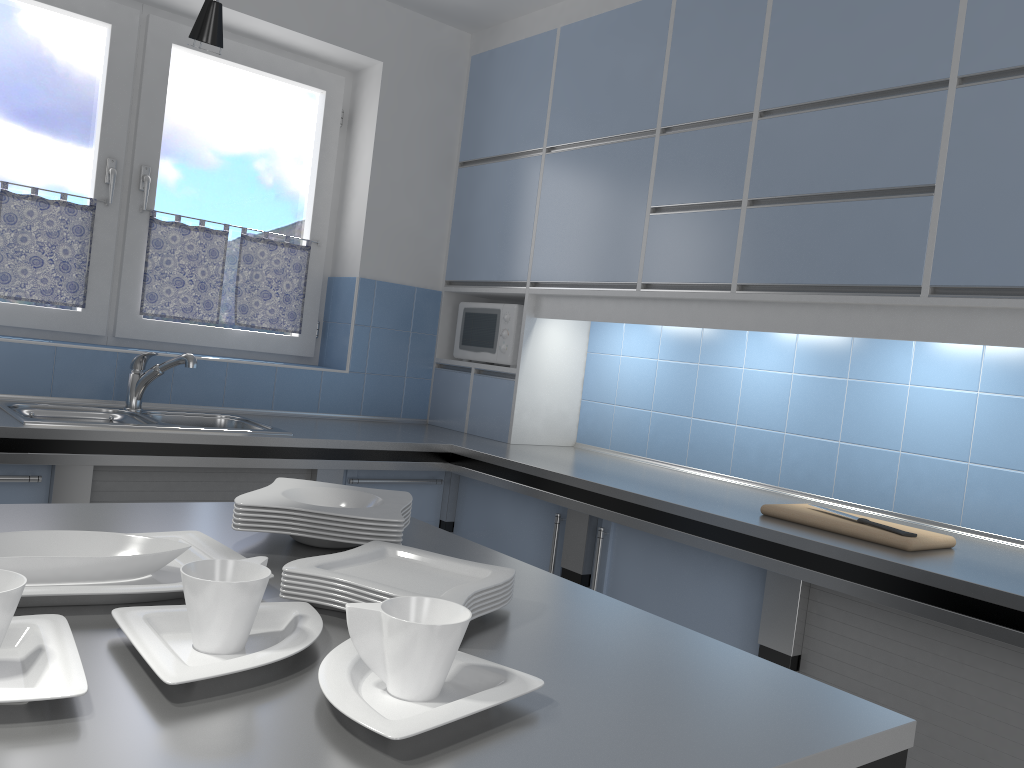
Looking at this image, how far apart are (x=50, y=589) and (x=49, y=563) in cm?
7

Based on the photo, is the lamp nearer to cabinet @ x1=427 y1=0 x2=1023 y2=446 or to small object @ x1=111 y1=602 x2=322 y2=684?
small object @ x1=111 y1=602 x2=322 y2=684

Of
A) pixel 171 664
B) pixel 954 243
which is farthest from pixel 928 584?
pixel 171 664

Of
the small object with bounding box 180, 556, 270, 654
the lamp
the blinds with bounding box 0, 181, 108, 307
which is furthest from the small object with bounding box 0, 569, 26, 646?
the blinds with bounding box 0, 181, 108, 307

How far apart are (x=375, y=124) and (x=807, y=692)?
3.19m

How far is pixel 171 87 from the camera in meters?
3.5 m

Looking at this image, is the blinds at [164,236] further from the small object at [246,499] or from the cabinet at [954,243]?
the small object at [246,499]

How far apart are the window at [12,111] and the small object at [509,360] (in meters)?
1.41

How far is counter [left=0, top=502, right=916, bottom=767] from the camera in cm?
72

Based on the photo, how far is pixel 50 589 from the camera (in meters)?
0.98
